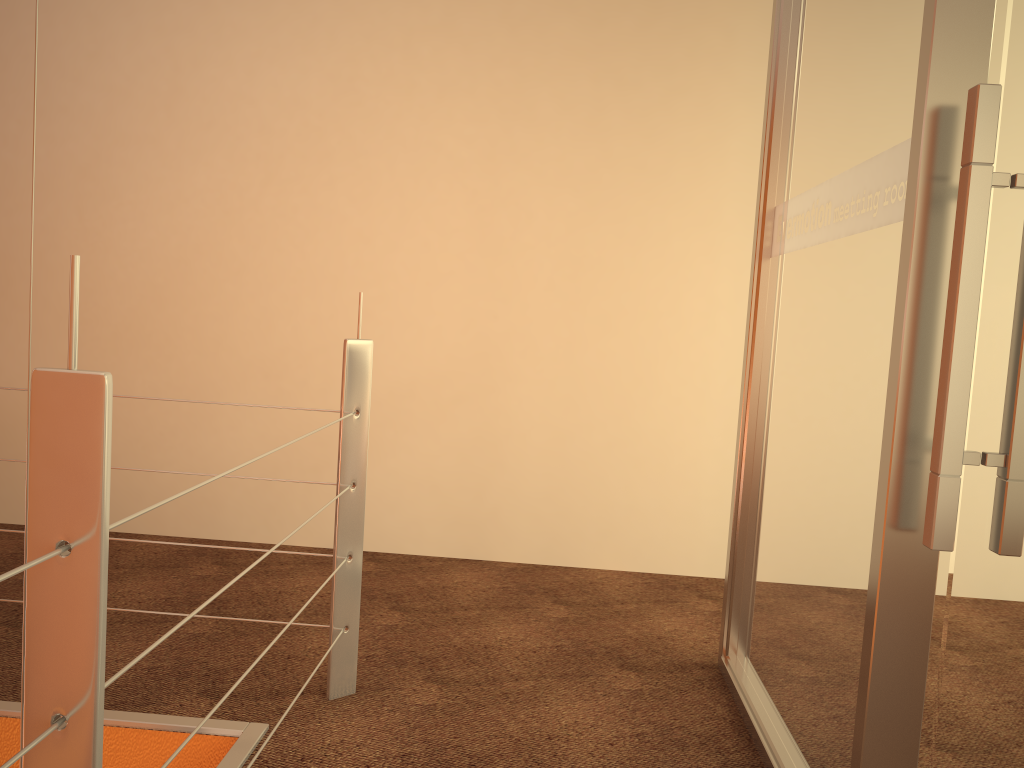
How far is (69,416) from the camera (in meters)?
0.78

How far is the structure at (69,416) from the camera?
0.78m

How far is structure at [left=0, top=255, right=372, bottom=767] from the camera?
0.8m
